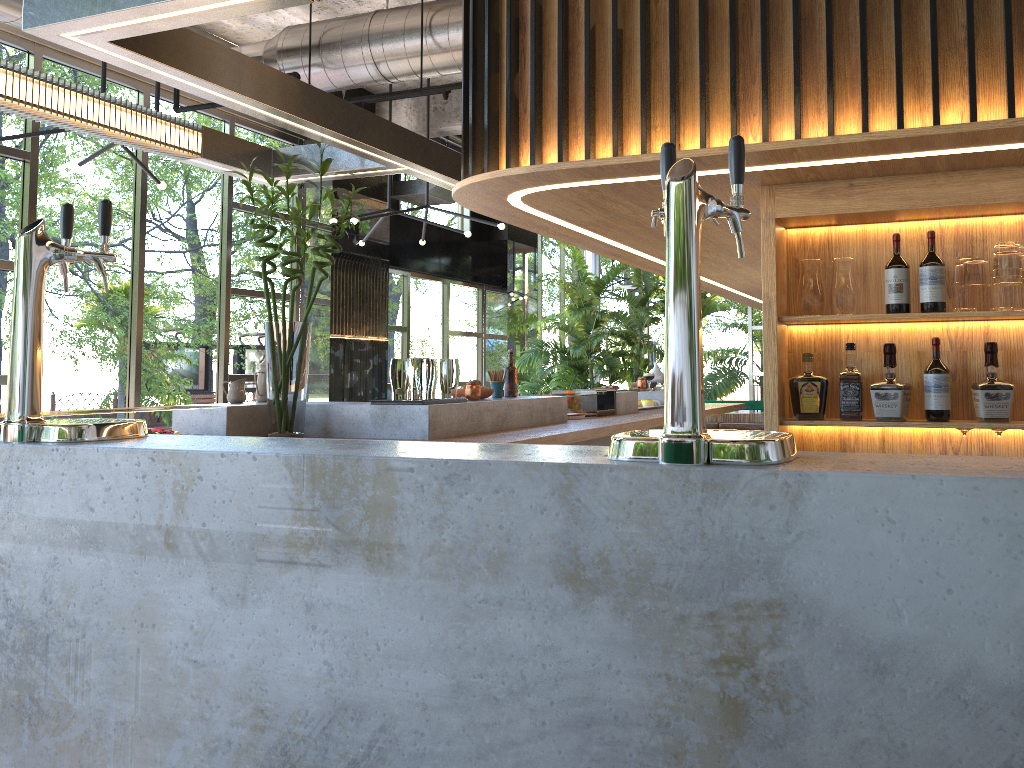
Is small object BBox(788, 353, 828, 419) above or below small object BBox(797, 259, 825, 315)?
below

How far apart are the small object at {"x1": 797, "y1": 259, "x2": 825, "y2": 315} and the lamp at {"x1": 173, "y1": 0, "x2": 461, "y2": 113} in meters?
3.5 m

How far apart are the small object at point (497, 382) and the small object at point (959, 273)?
2.6m

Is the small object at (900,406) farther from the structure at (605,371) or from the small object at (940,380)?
the structure at (605,371)

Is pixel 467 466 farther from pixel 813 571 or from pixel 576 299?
pixel 576 299

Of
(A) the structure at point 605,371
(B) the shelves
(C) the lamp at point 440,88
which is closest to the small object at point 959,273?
(B) the shelves

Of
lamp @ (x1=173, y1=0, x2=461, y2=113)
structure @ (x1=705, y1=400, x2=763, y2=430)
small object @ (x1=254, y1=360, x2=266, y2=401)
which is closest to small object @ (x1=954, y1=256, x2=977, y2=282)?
small object @ (x1=254, y1=360, x2=266, y2=401)

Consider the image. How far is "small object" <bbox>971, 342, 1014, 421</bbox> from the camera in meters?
3.1

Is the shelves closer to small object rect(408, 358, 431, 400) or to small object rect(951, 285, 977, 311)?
small object rect(951, 285, 977, 311)

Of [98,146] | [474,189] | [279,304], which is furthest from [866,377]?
[279,304]
